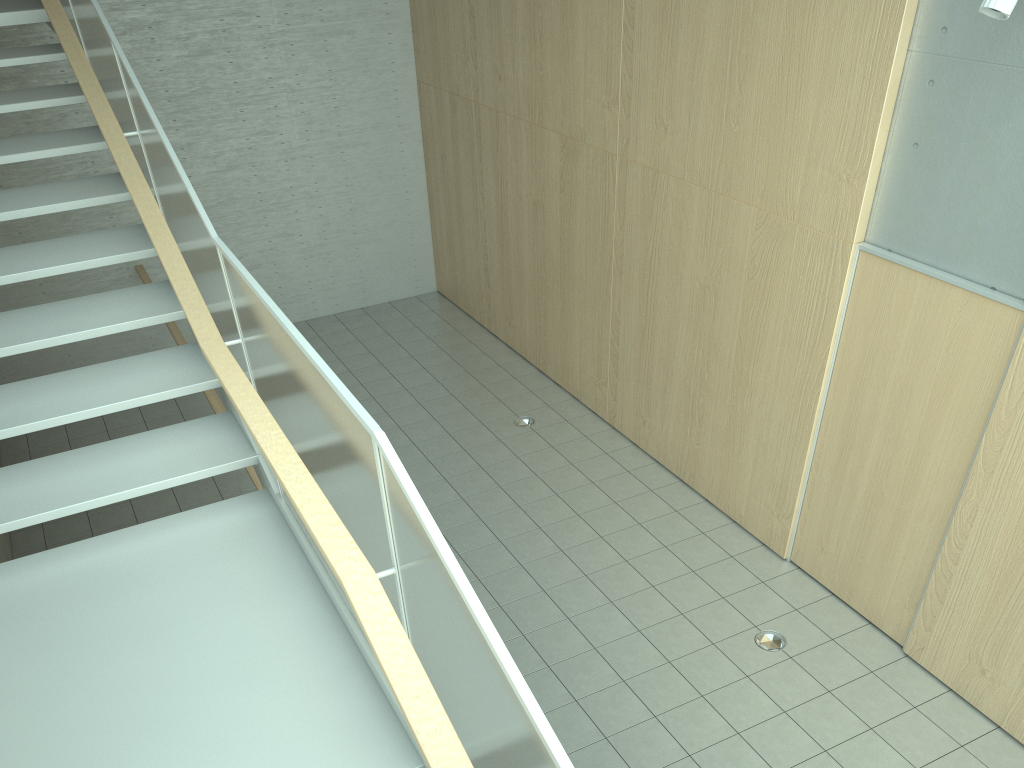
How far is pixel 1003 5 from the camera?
3.6 meters

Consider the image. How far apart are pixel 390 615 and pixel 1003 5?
3.5m

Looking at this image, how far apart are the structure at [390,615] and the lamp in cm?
320

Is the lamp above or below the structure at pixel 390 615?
above

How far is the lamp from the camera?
3.6m

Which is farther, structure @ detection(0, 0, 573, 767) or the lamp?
the lamp

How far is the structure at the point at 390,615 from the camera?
1.83m

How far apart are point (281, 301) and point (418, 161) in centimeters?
219cm

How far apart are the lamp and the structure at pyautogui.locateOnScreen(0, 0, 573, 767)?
3.2 meters

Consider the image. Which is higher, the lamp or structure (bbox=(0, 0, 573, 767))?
the lamp
